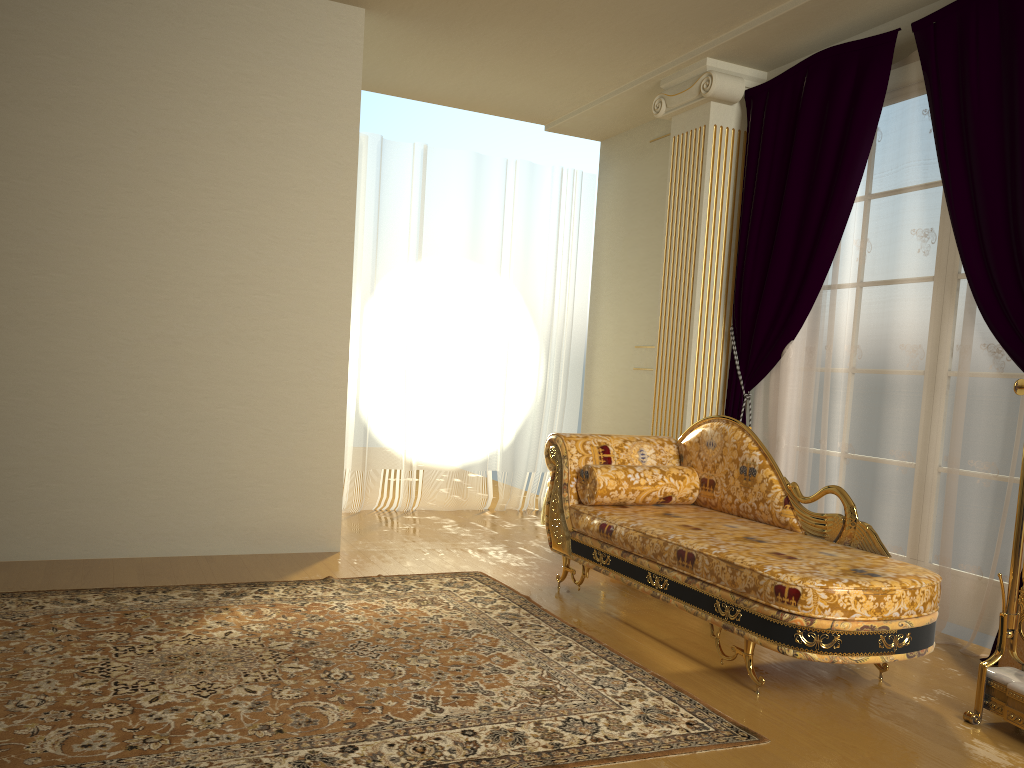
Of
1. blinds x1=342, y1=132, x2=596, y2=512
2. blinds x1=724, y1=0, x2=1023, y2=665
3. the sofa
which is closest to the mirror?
the sofa

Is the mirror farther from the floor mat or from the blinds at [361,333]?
the blinds at [361,333]

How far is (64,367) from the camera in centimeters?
407cm

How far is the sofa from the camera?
2.7m

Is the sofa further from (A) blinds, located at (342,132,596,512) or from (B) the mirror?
(A) blinds, located at (342,132,596,512)

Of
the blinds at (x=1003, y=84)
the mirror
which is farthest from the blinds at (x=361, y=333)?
the mirror

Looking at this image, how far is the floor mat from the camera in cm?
224

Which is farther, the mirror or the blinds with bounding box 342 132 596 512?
the blinds with bounding box 342 132 596 512

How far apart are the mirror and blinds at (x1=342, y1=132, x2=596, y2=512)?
4.0m

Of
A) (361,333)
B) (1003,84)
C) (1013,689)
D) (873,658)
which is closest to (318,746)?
(873,658)
